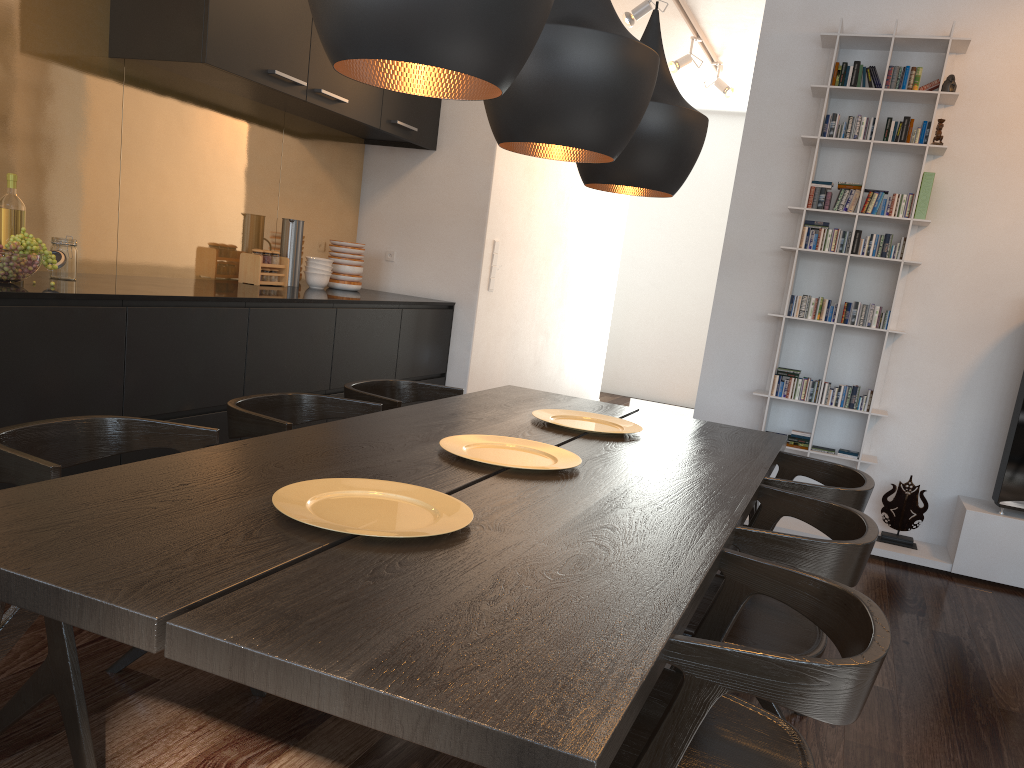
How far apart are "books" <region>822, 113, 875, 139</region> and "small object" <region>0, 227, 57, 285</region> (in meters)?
3.41

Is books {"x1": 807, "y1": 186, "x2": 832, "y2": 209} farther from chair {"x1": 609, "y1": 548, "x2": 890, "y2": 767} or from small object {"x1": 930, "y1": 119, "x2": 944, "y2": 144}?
chair {"x1": 609, "y1": 548, "x2": 890, "y2": 767}

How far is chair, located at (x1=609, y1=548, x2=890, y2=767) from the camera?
1.2 meters

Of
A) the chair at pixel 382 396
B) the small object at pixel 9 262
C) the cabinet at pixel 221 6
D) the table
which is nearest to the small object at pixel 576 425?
the table

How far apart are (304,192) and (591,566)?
3.93m

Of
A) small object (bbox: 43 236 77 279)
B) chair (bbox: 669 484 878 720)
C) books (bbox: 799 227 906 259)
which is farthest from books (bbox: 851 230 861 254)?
small object (bbox: 43 236 77 279)

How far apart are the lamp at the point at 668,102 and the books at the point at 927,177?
1.9 meters

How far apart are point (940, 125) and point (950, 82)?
0.2m

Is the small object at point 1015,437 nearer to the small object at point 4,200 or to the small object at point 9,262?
the small object at point 9,262

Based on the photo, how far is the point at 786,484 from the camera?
2.4 meters
